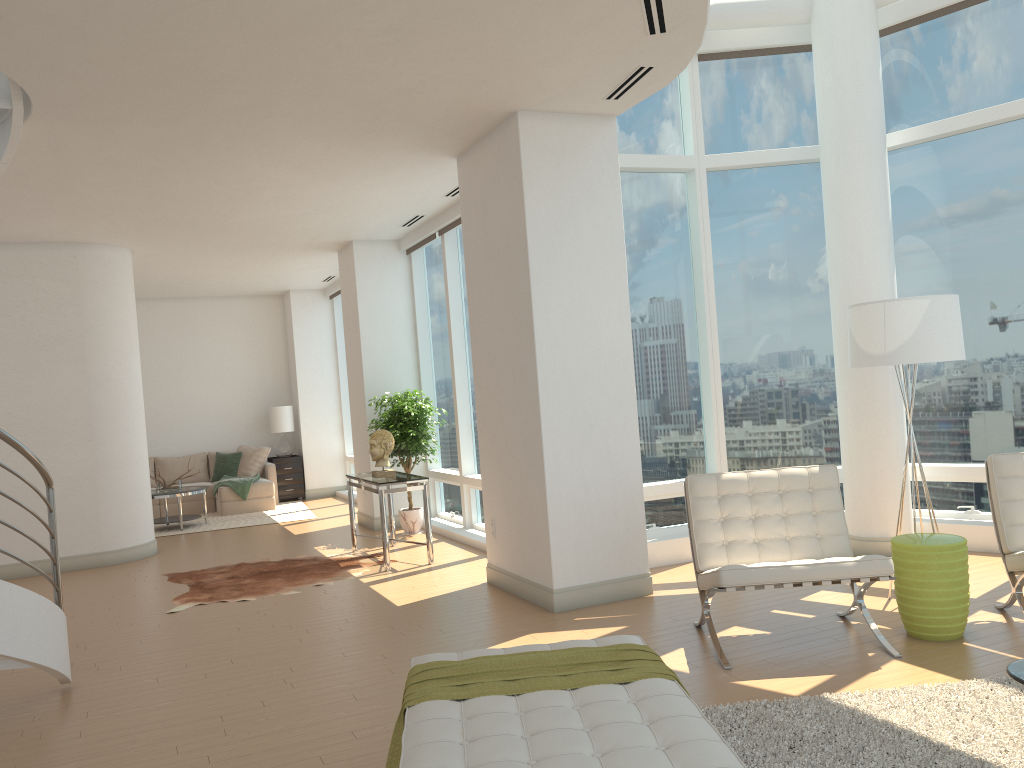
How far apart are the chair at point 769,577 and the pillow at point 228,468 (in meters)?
9.99

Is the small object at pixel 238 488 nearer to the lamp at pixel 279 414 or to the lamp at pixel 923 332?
the lamp at pixel 279 414

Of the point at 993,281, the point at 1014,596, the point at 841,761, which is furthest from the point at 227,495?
the point at 841,761

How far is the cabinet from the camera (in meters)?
14.07

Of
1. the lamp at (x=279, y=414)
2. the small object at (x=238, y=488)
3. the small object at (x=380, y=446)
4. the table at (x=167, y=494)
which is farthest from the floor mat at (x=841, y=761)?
the lamp at (x=279, y=414)

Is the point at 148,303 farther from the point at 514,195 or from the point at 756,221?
the point at 756,221

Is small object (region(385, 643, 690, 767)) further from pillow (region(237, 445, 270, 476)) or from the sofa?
pillow (region(237, 445, 270, 476))

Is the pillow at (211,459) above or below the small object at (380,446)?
below

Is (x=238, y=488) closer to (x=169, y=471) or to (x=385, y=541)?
(x=169, y=471)

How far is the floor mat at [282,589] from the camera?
7.3 meters
